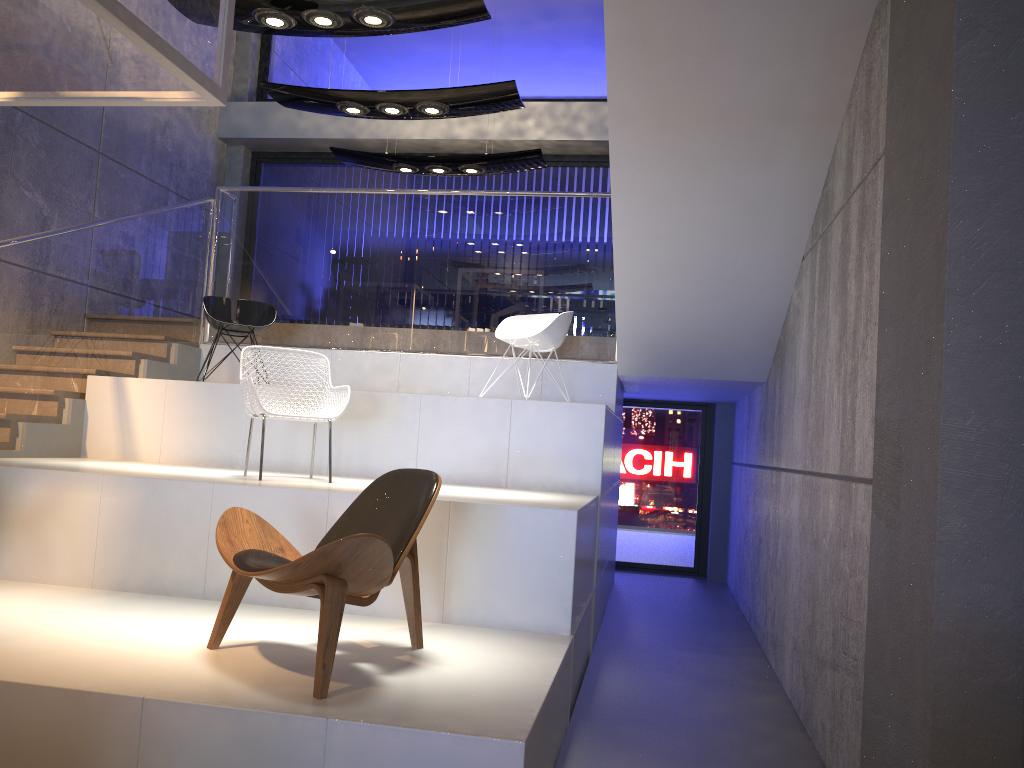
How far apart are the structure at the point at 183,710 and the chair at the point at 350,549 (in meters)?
0.05

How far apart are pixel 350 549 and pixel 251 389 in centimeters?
224cm

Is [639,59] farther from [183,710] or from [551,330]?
[183,710]

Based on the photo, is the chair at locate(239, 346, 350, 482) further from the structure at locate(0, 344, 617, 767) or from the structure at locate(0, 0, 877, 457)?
the structure at locate(0, 0, 877, 457)

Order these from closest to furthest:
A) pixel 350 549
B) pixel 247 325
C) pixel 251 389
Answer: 1. pixel 350 549
2. pixel 251 389
3. pixel 247 325

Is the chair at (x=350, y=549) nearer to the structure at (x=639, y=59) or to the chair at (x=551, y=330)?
the structure at (x=639, y=59)

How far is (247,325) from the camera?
6.9m

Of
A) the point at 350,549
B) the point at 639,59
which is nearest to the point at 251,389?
the point at 350,549

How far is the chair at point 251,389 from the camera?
5.0 meters

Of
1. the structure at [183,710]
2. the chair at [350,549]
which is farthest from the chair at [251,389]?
the chair at [350,549]
